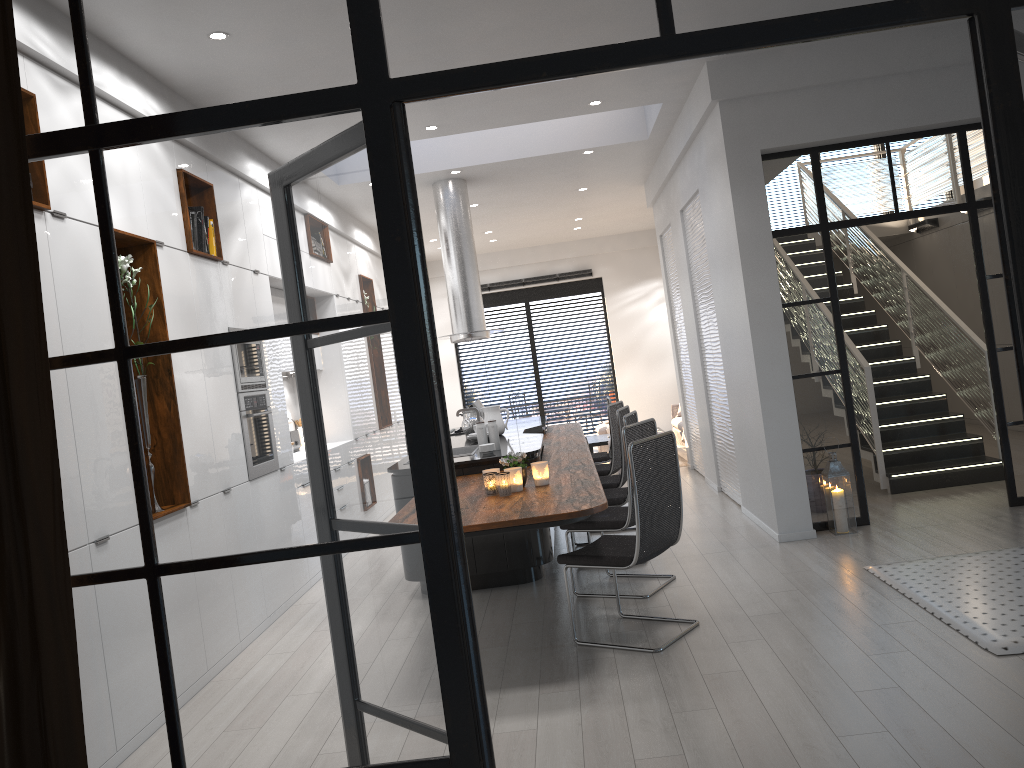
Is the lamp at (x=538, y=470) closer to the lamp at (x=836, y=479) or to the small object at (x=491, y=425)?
the small object at (x=491, y=425)

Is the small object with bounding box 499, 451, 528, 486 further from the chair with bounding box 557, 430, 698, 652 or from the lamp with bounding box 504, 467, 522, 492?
the chair with bounding box 557, 430, 698, 652

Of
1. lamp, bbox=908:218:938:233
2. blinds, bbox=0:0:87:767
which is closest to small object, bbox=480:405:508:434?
blinds, bbox=0:0:87:767

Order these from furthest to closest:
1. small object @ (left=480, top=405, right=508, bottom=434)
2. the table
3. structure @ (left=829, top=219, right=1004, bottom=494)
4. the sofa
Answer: the sofa, the table, small object @ (left=480, top=405, right=508, bottom=434), structure @ (left=829, top=219, right=1004, bottom=494)

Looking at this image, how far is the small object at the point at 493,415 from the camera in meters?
7.5

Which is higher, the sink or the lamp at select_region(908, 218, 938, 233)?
the lamp at select_region(908, 218, 938, 233)

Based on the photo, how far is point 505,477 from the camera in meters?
4.6 m

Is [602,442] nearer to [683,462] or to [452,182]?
[683,462]

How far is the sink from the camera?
6.9m

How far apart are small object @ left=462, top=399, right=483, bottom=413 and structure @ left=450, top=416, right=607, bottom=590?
0.4m
